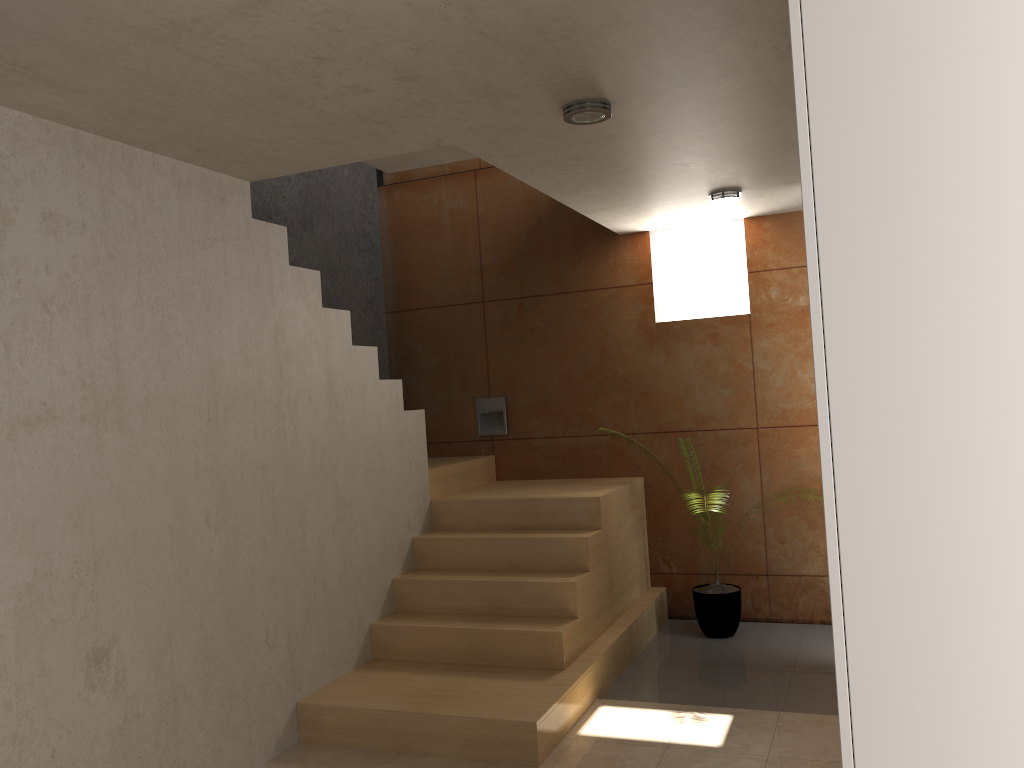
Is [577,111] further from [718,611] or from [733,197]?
[718,611]

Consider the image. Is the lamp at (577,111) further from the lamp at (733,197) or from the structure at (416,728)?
the structure at (416,728)

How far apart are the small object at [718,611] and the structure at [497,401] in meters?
1.7 m

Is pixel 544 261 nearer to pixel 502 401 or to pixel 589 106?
pixel 502 401

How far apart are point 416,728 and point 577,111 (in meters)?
2.57

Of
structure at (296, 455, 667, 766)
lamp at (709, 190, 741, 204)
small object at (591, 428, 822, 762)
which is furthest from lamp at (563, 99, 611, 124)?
small object at (591, 428, 822, 762)

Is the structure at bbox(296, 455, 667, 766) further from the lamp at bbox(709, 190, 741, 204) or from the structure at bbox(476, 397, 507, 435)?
the lamp at bbox(709, 190, 741, 204)

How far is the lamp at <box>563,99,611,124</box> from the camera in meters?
3.1

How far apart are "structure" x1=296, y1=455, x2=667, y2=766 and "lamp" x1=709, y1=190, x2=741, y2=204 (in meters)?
1.72

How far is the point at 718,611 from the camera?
5.19m
